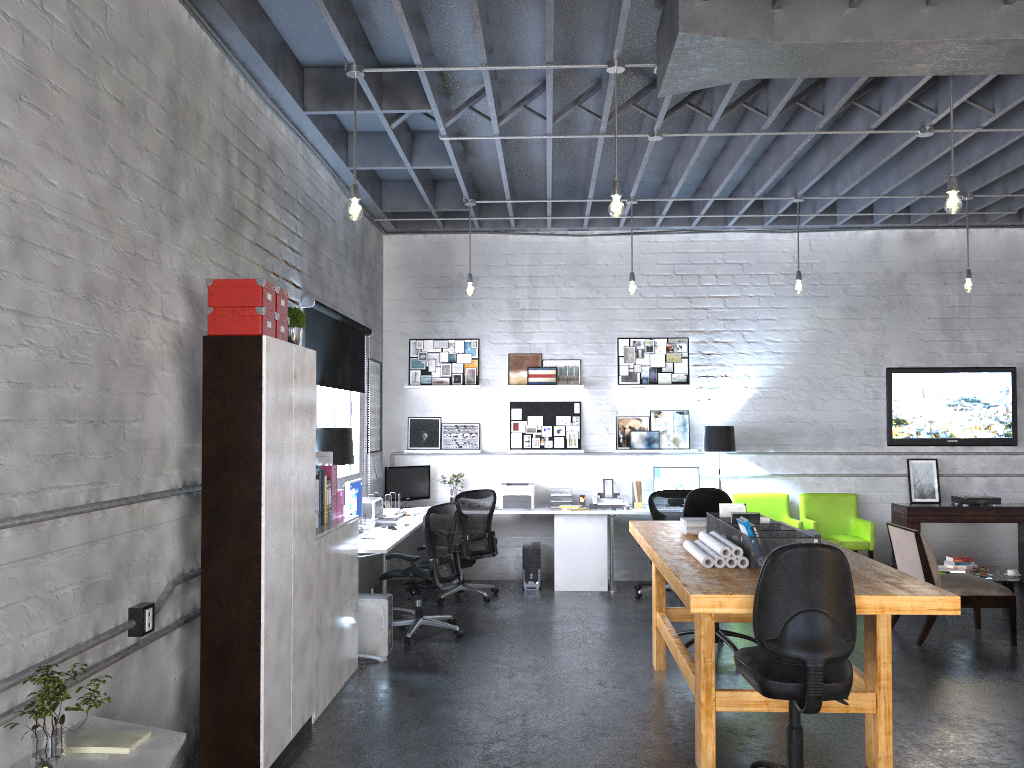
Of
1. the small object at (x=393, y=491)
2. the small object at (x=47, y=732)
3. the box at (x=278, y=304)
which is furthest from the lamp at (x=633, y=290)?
the small object at (x=47, y=732)

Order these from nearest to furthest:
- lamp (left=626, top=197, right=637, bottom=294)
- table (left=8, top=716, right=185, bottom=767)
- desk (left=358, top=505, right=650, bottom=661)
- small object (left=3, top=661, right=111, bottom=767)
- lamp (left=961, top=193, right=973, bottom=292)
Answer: small object (left=3, top=661, right=111, bottom=767) < table (left=8, top=716, right=185, bottom=767) < lamp (left=961, top=193, right=973, bottom=292) < lamp (left=626, top=197, right=637, bottom=294) < desk (left=358, top=505, right=650, bottom=661)

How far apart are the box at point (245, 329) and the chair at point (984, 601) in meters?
5.0

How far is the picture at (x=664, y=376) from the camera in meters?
9.3 m

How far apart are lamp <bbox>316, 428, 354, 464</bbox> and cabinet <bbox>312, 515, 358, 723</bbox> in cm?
44

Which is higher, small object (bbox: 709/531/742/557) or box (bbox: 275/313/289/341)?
box (bbox: 275/313/289/341)

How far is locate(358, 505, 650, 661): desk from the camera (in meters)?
8.65

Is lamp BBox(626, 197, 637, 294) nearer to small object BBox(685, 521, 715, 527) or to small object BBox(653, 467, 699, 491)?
small object BBox(653, 467, 699, 491)

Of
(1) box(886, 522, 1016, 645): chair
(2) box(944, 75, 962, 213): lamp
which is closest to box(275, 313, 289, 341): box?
(2) box(944, 75, 962, 213): lamp

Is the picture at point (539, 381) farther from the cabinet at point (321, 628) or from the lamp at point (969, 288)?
the lamp at point (969, 288)
